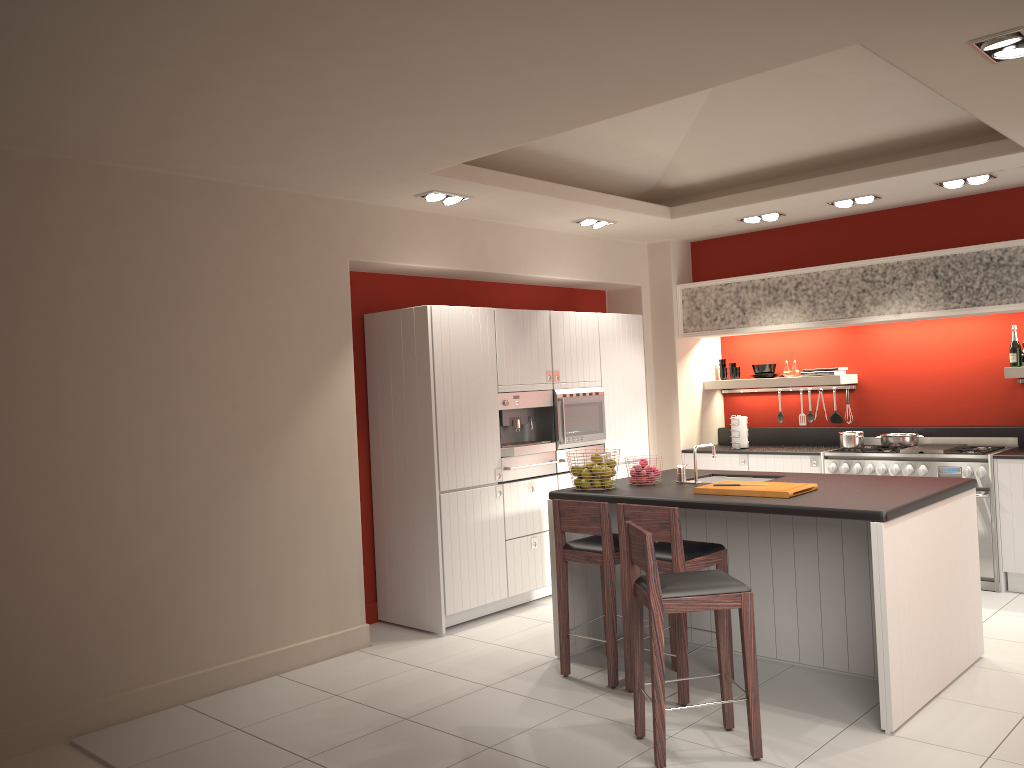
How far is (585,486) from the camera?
5.4 meters

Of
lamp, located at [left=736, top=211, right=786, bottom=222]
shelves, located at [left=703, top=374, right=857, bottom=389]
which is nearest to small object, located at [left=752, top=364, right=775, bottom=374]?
shelves, located at [left=703, top=374, right=857, bottom=389]

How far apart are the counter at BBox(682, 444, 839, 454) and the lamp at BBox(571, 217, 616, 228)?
2.4m

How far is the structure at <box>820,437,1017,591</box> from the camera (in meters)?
6.55

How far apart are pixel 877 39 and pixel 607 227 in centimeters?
407cm

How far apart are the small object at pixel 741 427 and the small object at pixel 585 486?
3.18m

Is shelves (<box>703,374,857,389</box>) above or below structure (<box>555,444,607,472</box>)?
above

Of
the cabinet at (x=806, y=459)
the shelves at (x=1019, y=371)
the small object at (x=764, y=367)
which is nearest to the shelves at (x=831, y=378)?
the small object at (x=764, y=367)

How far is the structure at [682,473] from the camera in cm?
555

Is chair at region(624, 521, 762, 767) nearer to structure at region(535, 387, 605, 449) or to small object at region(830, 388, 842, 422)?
structure at region(535, 387, 605, 449)
